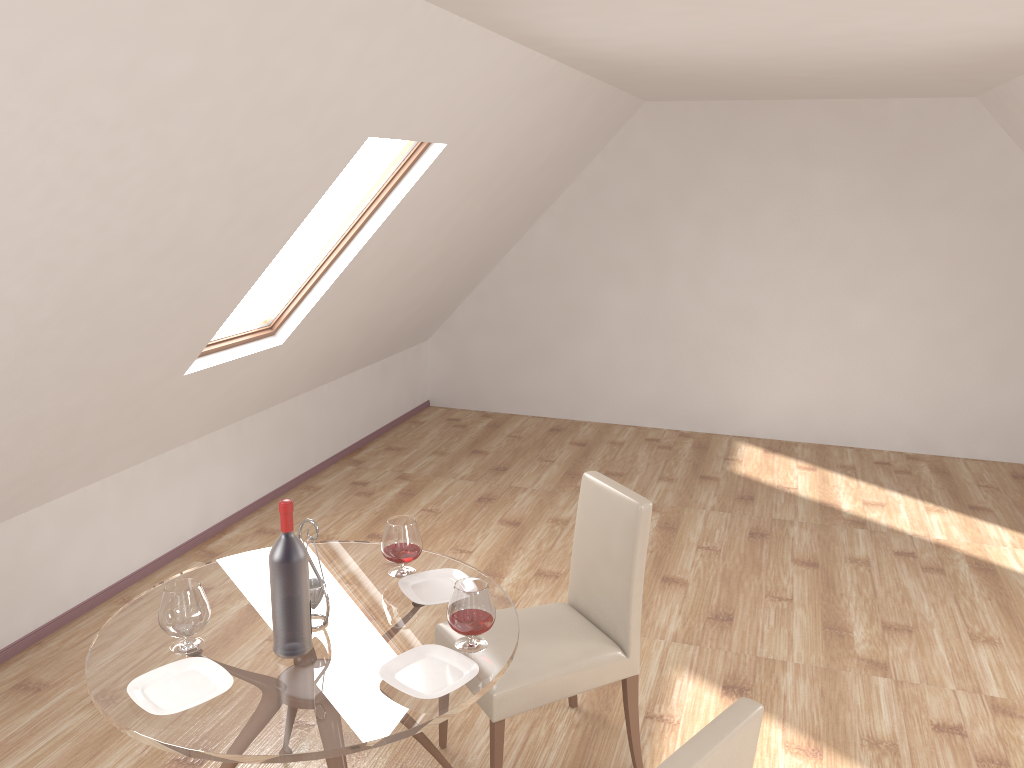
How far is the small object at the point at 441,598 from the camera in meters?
2.7 m

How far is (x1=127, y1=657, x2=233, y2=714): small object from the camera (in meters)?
2.17

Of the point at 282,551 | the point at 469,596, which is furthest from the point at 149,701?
the point at 469,596

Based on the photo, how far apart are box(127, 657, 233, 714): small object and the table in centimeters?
2cm

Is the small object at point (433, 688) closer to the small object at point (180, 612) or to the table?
the table

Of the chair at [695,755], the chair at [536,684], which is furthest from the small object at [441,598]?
the chair at [695,755]

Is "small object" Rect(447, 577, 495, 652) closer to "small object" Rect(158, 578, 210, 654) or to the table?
the table

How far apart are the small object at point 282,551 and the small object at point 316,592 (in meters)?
0.13

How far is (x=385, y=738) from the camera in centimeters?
207cm

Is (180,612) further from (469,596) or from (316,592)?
Answer: (469,596)
